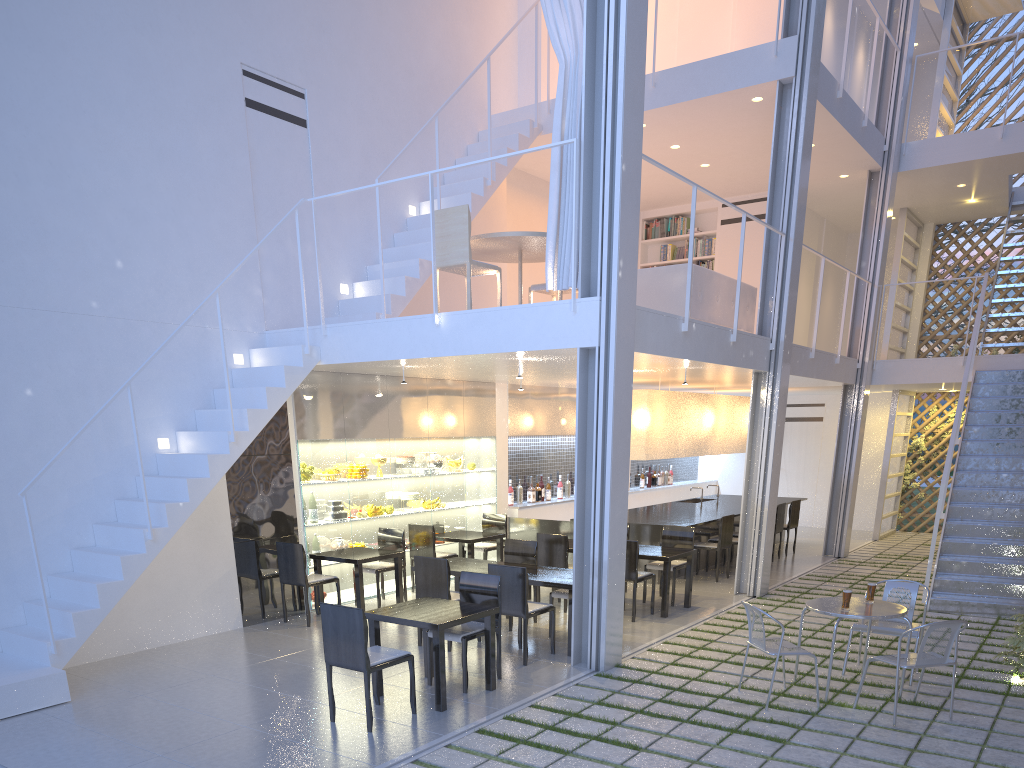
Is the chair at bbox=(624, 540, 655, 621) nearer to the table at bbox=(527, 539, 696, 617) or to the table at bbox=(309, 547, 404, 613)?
the table at bbox=(527, 539, 696, 617)

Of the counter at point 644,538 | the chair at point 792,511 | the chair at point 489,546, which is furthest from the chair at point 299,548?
the chair at point 792,511

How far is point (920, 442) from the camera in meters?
7.8

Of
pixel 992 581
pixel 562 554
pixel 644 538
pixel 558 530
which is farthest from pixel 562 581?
pixel 992 581

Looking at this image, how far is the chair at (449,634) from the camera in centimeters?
297cm

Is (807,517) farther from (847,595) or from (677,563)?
(847,595)

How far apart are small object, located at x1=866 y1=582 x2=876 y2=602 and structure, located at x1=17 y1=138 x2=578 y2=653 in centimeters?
194cm

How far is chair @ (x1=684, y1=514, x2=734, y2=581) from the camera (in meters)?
5.24

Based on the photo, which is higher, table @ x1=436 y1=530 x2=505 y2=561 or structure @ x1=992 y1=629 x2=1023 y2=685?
table @ x1=436 y1=530 x2=505 y2=561

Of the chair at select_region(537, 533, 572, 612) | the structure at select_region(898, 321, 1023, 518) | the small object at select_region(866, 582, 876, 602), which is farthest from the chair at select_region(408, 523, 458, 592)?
the structure at select_region(898, 321, 1023, 518)
